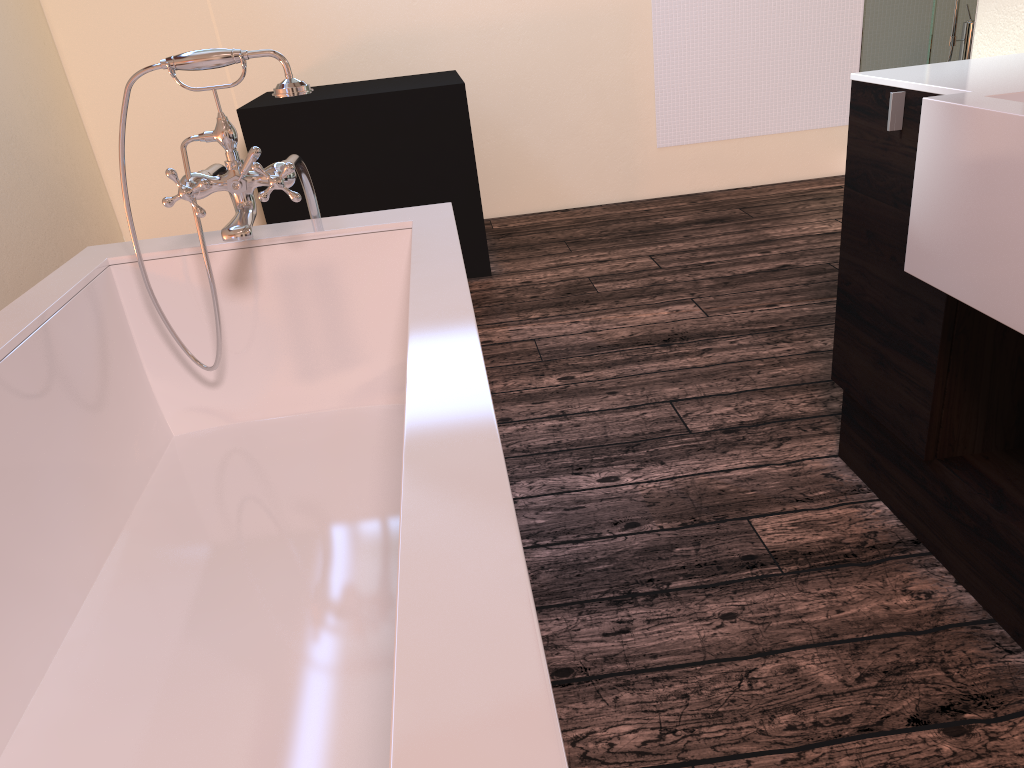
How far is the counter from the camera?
1.16m

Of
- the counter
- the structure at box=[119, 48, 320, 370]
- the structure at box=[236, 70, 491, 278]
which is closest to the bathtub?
the structure at box=[119, 48, 320, 370]

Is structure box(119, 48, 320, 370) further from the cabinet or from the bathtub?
the cabinet

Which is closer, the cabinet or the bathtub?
the bathtub

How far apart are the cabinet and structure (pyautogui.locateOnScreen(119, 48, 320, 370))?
1.02m

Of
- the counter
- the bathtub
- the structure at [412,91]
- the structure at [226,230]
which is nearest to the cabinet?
the counter

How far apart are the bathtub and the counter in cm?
72

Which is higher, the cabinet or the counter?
the counter

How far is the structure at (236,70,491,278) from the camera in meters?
3.4

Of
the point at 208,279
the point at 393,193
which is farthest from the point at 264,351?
the point at 393,193
